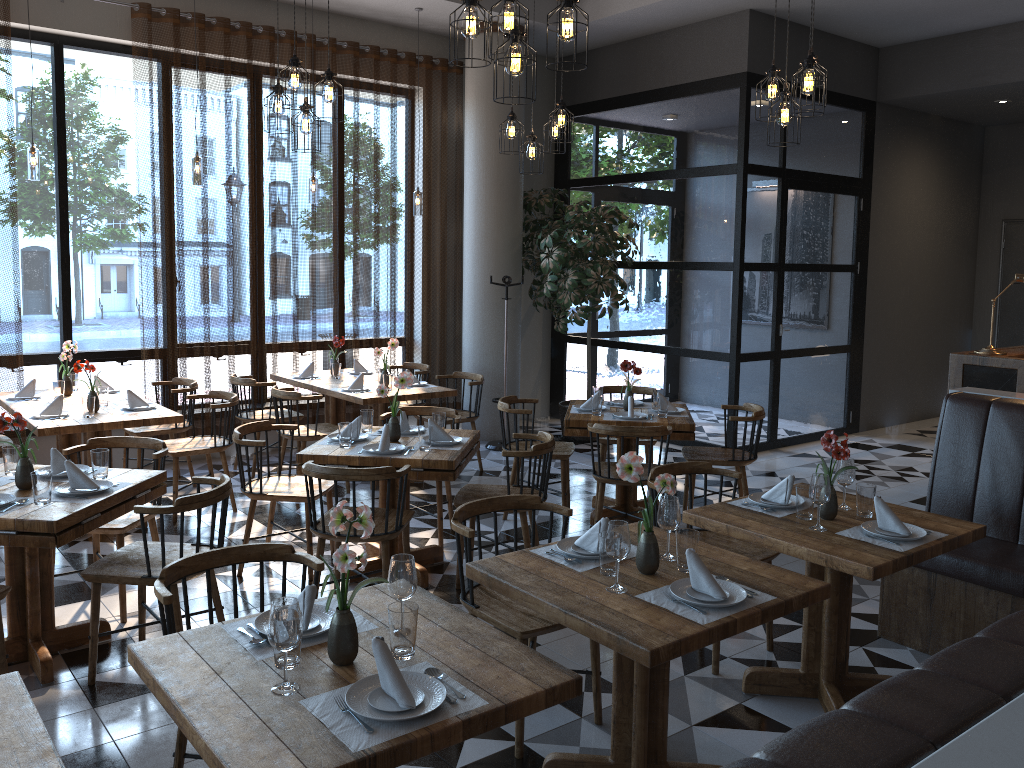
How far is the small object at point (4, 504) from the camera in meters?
3.6

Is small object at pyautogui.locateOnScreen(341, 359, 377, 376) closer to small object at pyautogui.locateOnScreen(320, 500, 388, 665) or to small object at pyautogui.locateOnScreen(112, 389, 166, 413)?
small object at pyautogui.locateOnScreen(112, 389, 166, 413)

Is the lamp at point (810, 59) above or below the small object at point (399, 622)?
above

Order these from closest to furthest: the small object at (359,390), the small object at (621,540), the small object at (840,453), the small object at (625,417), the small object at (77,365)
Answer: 1. the small object at (621,540)
2. the small object at (840,453)
3. the small object at (77,365)
4. the small object at (625,417)
5. the small object at (359,390)

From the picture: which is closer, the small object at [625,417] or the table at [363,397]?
the small object at [625,417]

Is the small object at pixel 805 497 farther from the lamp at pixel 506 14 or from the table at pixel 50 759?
the table at pixel 50 759

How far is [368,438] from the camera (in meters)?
5.10

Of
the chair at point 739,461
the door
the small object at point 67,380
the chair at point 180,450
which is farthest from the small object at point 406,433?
the door

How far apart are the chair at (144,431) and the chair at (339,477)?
2.7m

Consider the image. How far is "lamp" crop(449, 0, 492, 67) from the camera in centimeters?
368cm
